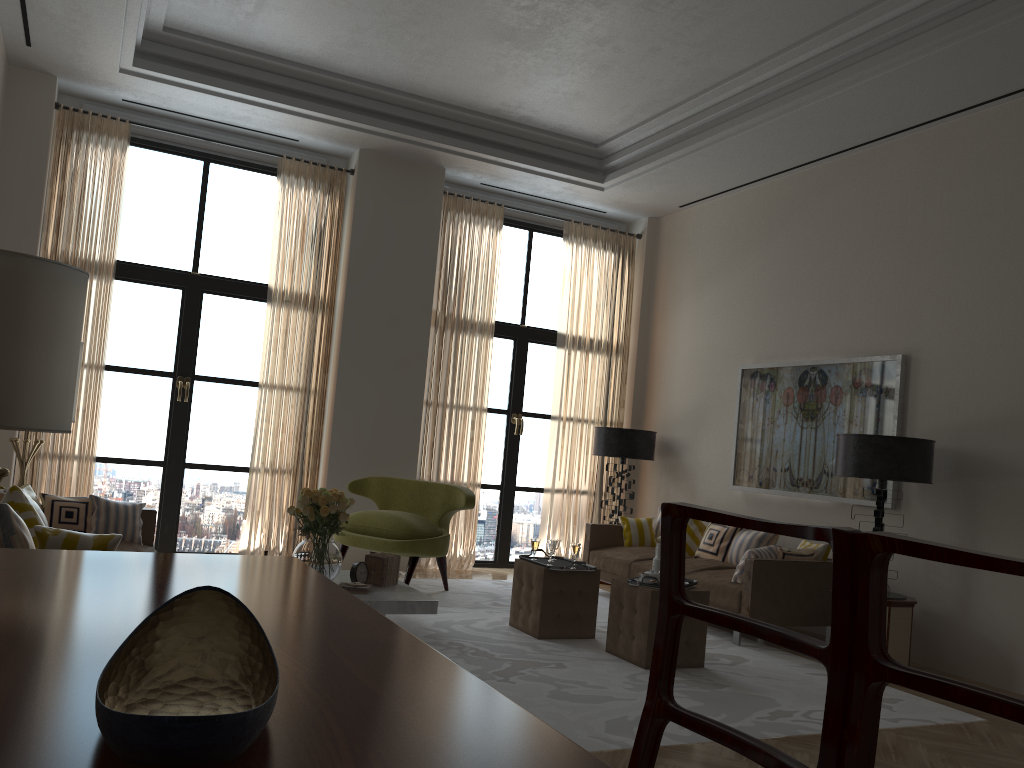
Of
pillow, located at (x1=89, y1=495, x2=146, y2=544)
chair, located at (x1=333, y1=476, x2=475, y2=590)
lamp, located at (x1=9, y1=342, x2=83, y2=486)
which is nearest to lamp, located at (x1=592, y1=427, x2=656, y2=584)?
chair, located at (x1=333, y1=476, x2=475, y2=590)

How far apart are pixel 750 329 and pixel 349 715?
9.4 meters

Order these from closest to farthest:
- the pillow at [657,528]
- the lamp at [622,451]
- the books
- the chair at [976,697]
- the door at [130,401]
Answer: the chair at [976,697] < the books < the door at [130,401] < the pillow at [657,528] < the lamp at [622,451]

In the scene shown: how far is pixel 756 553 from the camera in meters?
8.3

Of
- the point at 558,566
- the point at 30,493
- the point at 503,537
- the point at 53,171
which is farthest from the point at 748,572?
the point at 53,171

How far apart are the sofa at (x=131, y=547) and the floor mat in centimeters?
219cm

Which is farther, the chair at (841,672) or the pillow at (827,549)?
the pillow at (827,549)

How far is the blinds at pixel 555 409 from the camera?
12.0 meters

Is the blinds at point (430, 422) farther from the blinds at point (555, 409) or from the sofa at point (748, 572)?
the sofa at point (748, 572)

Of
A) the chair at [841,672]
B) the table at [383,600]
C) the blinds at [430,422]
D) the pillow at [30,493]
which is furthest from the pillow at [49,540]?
the blinds at [430,422]
